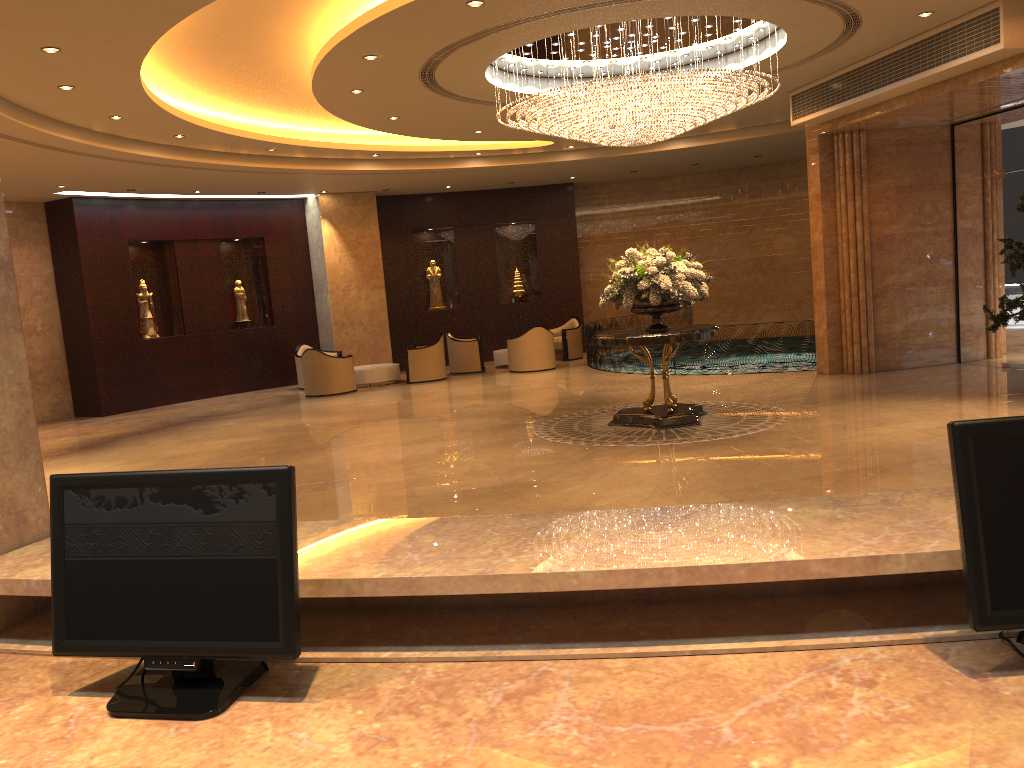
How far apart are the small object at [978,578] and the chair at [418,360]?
15.75m

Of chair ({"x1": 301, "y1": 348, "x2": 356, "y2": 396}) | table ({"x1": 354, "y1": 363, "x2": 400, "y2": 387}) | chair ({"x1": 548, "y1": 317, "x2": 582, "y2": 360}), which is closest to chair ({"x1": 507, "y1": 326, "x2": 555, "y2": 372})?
chair ({"x1": 548, "y1": 317, "x2": 582, "y2": 360})

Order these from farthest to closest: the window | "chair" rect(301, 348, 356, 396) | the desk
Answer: "chair" rect(301, 348, 356, 396), the window, the desk

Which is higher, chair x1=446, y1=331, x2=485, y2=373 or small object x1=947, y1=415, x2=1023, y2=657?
small object x1=947, y1=415, x2=1023, y2=657

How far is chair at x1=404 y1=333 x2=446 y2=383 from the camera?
17.3m

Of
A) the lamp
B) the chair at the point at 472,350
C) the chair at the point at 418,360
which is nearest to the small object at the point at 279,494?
the lamp

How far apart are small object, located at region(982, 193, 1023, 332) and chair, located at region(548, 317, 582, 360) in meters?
9.8 m

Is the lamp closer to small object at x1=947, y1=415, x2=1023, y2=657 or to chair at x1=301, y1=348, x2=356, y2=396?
chair at x1=301, y1=348, x2=356, y2=396

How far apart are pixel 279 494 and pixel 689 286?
8.5 meters

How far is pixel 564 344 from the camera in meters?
19.3 m
